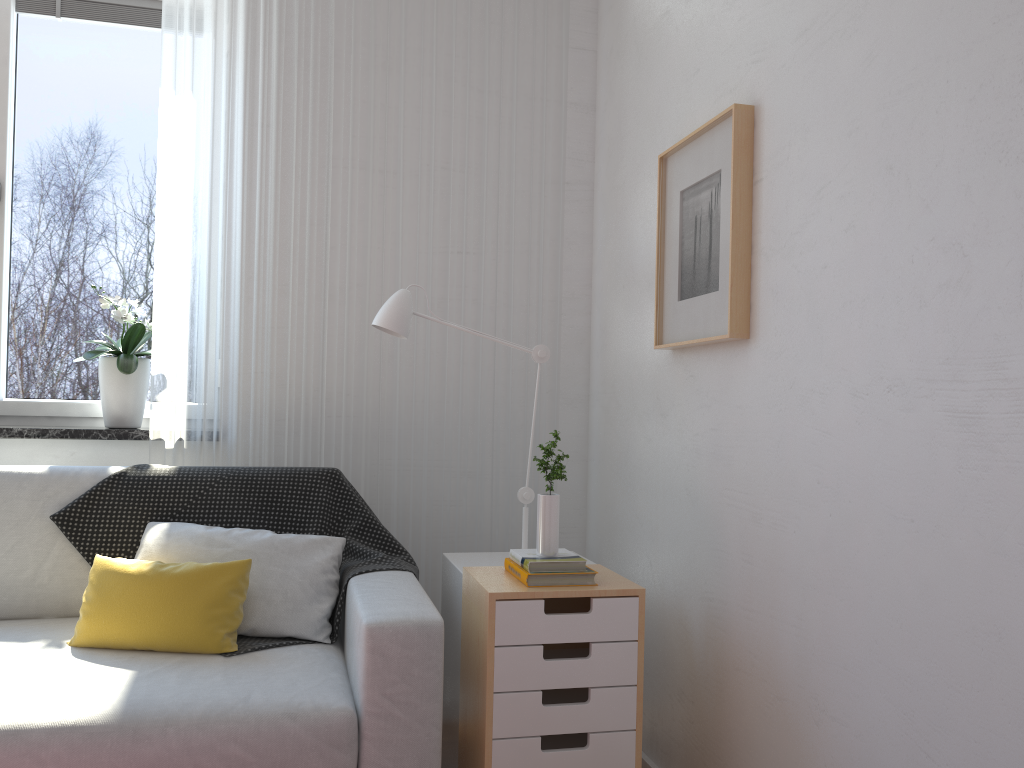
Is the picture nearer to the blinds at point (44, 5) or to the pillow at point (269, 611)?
the pillow at point (269, 611)

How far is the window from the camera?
2.9 meters

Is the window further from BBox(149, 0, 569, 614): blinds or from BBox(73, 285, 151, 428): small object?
BBox(149, 0, 569, 614): blinds

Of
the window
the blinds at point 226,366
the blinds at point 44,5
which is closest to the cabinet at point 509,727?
the blinds at point 226,366

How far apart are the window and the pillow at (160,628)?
0.9m

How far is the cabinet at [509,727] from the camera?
1.8m

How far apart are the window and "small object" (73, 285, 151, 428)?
0.1m

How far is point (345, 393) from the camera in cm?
281

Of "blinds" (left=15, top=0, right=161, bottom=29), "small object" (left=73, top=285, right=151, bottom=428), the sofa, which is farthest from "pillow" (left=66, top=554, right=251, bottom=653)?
"blinds" (left=15, top=0, right=161, bottom=29)

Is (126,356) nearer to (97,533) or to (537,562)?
(97,533)
